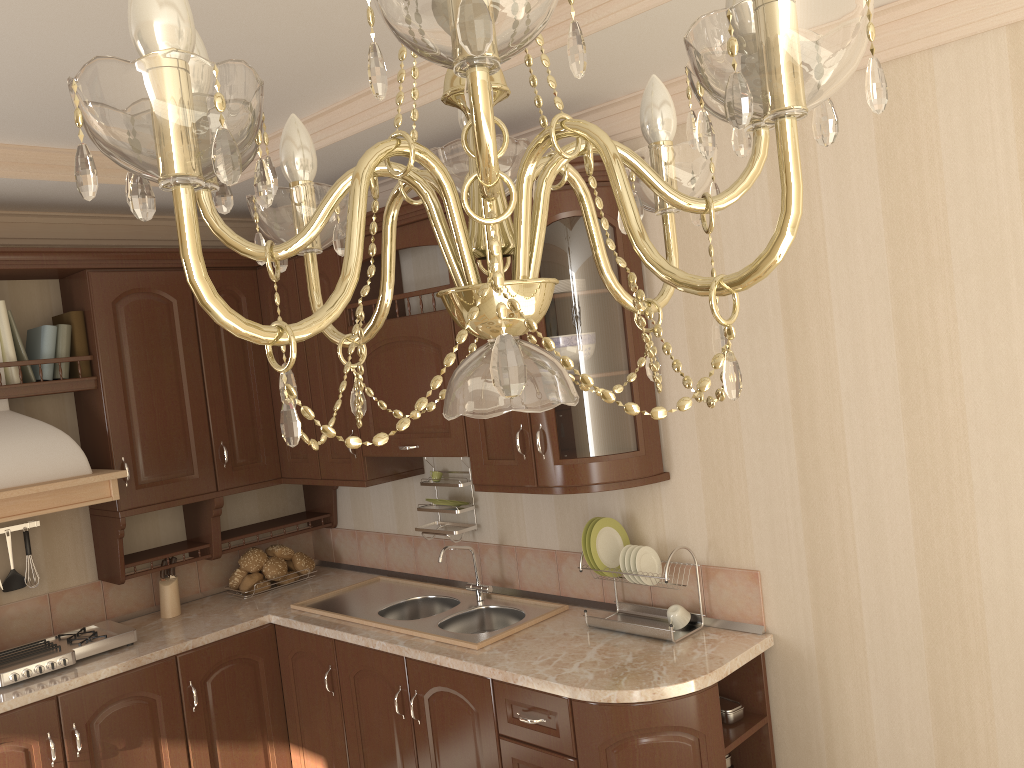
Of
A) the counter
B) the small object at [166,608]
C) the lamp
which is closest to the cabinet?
the counter

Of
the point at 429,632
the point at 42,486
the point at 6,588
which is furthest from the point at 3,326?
the point at 429,632

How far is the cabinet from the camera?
2.6 meters

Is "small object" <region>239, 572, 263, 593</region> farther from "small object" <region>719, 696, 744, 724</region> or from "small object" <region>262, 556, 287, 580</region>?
"small object" <region>719, 696, 744, 724</region>

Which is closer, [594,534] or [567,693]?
[567,693]

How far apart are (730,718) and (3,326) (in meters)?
2.81

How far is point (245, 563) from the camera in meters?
3.8

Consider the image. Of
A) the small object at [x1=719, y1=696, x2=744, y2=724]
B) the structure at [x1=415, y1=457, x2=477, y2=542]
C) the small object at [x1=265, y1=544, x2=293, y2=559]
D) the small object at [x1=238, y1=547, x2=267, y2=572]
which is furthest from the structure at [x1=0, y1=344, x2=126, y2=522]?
the small object at [x1=719, y1=696, x2=744, y2=724]

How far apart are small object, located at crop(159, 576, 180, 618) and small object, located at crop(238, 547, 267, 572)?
0.29m

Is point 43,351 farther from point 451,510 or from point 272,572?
point 451,510
